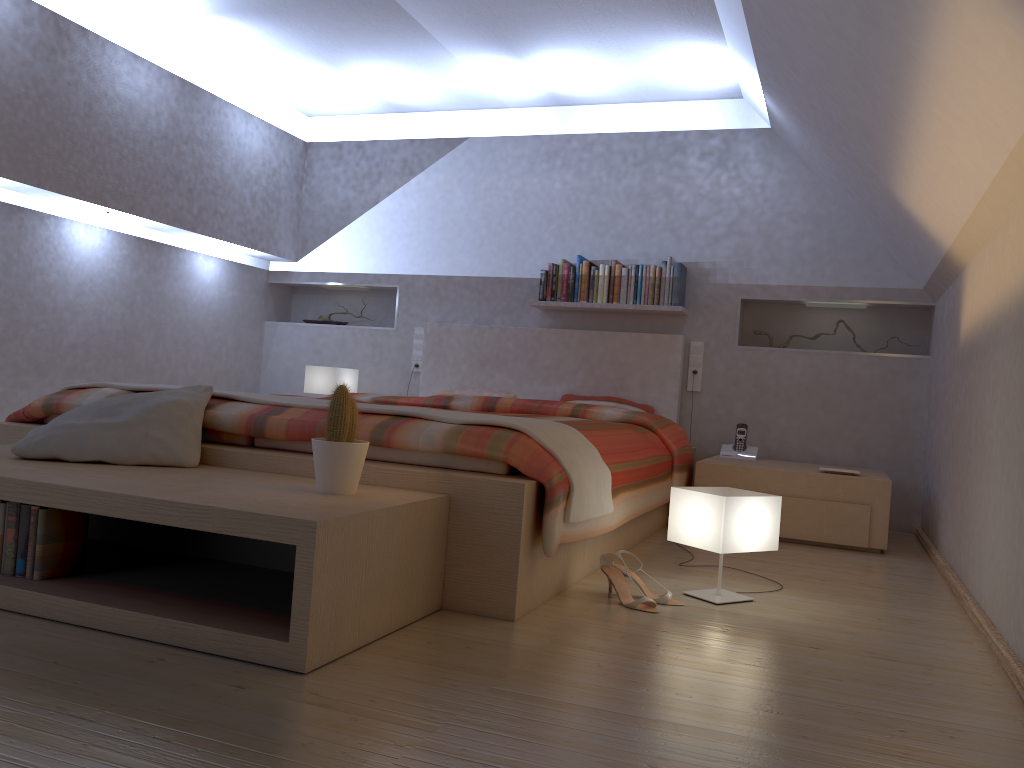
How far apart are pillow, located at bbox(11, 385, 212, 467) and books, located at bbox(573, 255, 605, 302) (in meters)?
2.78

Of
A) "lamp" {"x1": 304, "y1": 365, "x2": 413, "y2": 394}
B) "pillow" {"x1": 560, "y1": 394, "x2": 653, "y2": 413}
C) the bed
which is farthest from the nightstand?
"lamp" {"x1": 304, "y1": 365, "x2": 413, "y2": 394}

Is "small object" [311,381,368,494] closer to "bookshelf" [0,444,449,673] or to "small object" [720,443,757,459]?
"bookshelf" [0,444,449,673]

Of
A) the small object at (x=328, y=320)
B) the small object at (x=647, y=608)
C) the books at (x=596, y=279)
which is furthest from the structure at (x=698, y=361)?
the small object at (x=647, y=608)

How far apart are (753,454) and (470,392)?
1.7 meters

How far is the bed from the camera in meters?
2.3

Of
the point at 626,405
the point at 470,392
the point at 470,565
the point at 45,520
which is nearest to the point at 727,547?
the point at 470,565

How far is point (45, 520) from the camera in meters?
2.1 m

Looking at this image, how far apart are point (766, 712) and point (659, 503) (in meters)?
2.04

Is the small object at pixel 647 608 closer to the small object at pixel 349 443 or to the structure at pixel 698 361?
the small object at pixel 349 443
